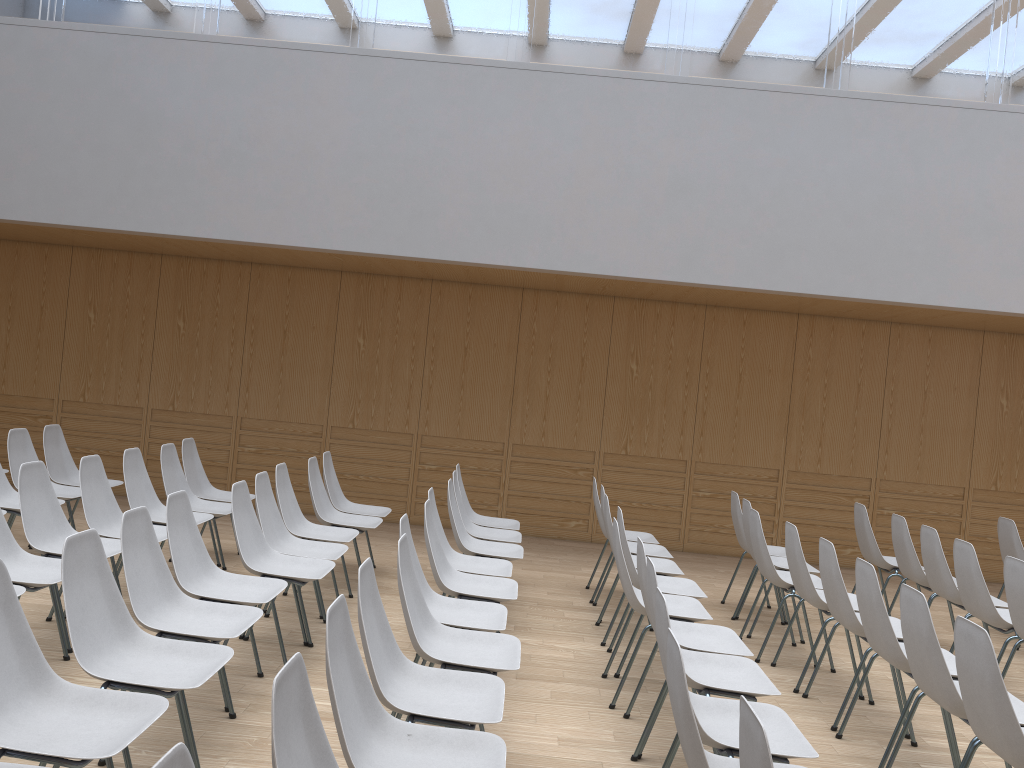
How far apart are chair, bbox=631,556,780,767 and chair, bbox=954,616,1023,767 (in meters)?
0.63

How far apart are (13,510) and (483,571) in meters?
2.9

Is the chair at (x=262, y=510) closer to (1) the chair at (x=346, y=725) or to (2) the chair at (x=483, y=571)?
(2) the chair at (x=483, y=571)

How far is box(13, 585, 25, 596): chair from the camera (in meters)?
3.64

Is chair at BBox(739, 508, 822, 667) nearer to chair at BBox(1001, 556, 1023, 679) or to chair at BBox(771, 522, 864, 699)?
chair at BBox(771, 522, 864, 699)

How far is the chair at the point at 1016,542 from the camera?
6.36m

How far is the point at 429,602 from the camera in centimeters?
410cm

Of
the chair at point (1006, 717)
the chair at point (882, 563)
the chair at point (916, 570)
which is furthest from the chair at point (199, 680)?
the chair at point (882, 563)

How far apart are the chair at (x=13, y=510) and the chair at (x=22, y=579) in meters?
1.3 m

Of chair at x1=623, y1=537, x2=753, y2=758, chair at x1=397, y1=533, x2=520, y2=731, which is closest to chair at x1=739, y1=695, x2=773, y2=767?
chair at x1=397, y1=533, x2=520, y2=731
